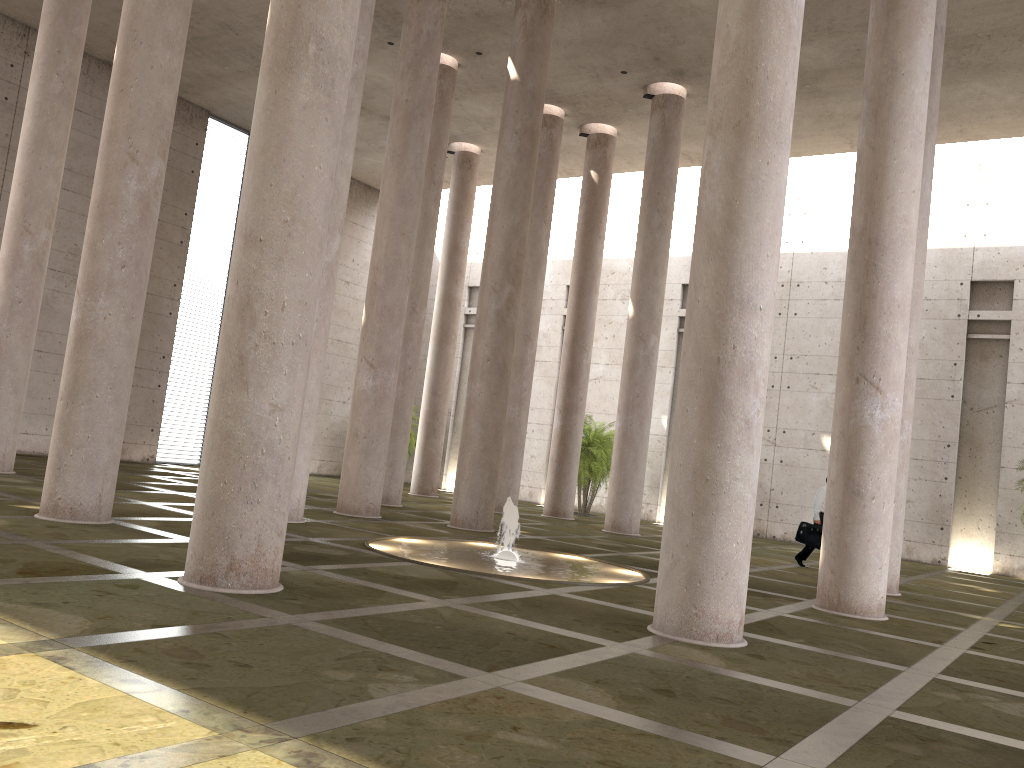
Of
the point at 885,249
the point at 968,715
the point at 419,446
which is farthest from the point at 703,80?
the point at 968,715

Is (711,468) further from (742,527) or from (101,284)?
(101,284)

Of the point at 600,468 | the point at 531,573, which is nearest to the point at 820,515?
the point at 531,573

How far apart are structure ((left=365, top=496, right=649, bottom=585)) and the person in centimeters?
562cm

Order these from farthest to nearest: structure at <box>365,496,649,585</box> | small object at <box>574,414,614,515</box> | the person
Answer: small object at <box>574,414,614,515</box> < the person < structure at <box>365,496,649,585</box>

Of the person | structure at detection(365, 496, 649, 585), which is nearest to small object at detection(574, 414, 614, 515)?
the person

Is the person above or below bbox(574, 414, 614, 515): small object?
below

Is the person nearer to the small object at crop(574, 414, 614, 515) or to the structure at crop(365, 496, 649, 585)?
the structure at crop(365, 496, 649, 585)

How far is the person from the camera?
17.0m

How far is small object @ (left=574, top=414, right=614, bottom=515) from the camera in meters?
25.5
